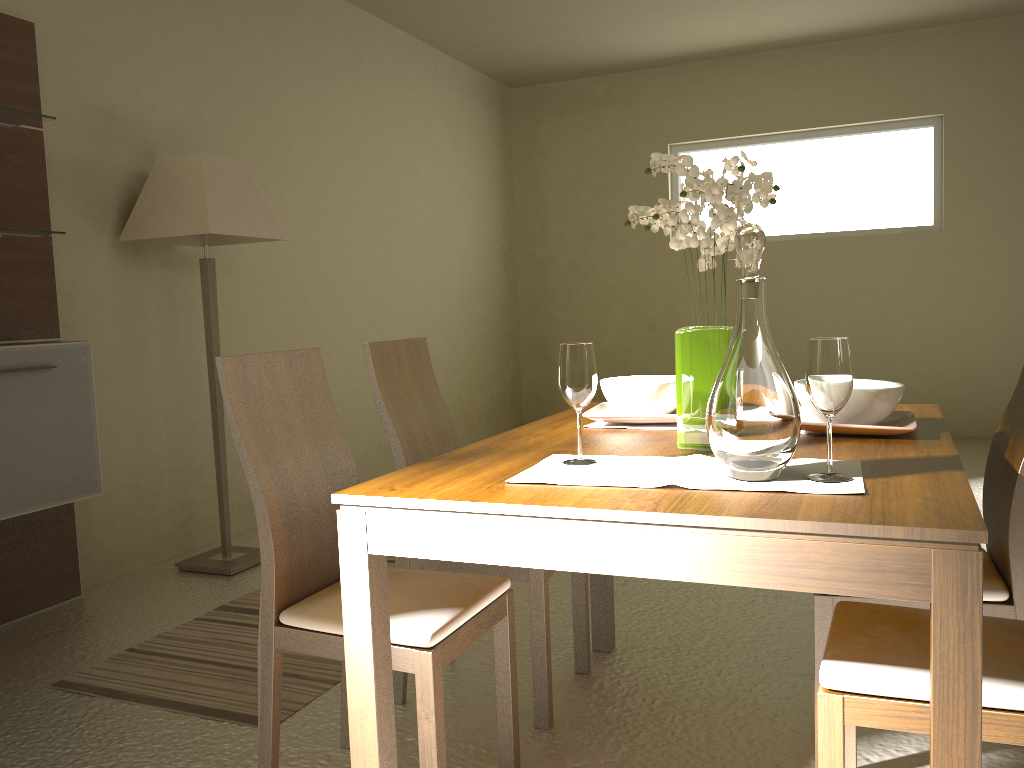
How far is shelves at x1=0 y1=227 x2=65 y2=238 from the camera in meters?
3.1 m

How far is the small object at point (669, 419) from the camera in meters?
2.1 m

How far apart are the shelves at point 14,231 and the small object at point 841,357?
2.76m

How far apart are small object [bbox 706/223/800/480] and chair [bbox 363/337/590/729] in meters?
0.9 m

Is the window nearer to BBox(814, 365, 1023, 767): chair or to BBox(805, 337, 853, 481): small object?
BBox(814, 365, 1023, 767): chair

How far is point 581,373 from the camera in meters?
1.7

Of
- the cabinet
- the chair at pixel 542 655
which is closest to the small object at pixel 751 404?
the chair at pixel 542 655

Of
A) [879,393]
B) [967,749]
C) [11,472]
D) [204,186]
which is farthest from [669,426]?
[204,186]

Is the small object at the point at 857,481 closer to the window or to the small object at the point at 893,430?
the small object at the point at 893,430

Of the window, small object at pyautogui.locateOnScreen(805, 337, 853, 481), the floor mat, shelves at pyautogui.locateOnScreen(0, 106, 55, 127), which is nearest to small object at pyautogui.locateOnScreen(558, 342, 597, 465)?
small object at pyautogui.locateOnScreen(805, 337, 853, 481)
